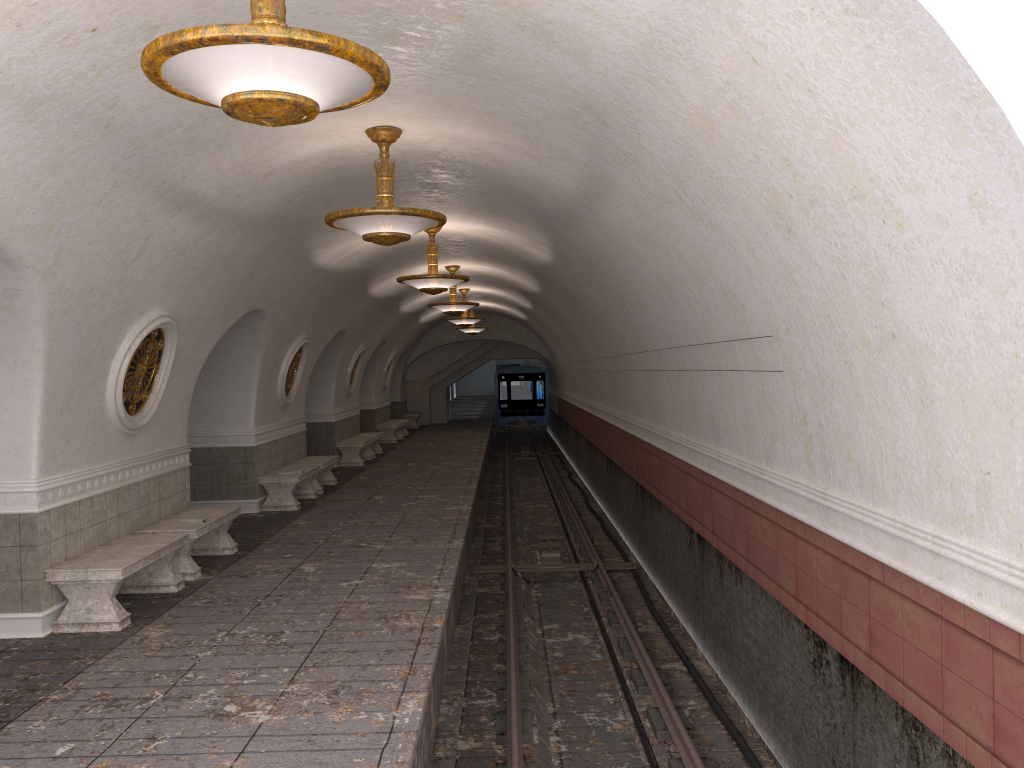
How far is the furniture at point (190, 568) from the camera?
8.7m

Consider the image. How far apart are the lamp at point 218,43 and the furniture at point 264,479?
9.5 meters

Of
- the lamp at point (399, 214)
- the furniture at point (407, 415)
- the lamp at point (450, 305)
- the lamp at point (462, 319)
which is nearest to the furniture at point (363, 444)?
the lamp at point (462, 319)

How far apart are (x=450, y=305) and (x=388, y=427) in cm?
902

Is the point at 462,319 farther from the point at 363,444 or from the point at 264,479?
the point at 264,479

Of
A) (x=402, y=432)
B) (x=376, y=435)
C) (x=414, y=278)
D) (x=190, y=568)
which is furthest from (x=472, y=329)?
(x=190, y=568)

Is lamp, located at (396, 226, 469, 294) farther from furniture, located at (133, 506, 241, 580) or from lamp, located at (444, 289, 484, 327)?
lamp, located at (444, 289, 484, 327)

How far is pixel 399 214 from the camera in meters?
7.0

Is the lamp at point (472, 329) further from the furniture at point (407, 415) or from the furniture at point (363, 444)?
the furniture at point (363, 444)

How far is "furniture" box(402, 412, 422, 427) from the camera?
31.3 meters
